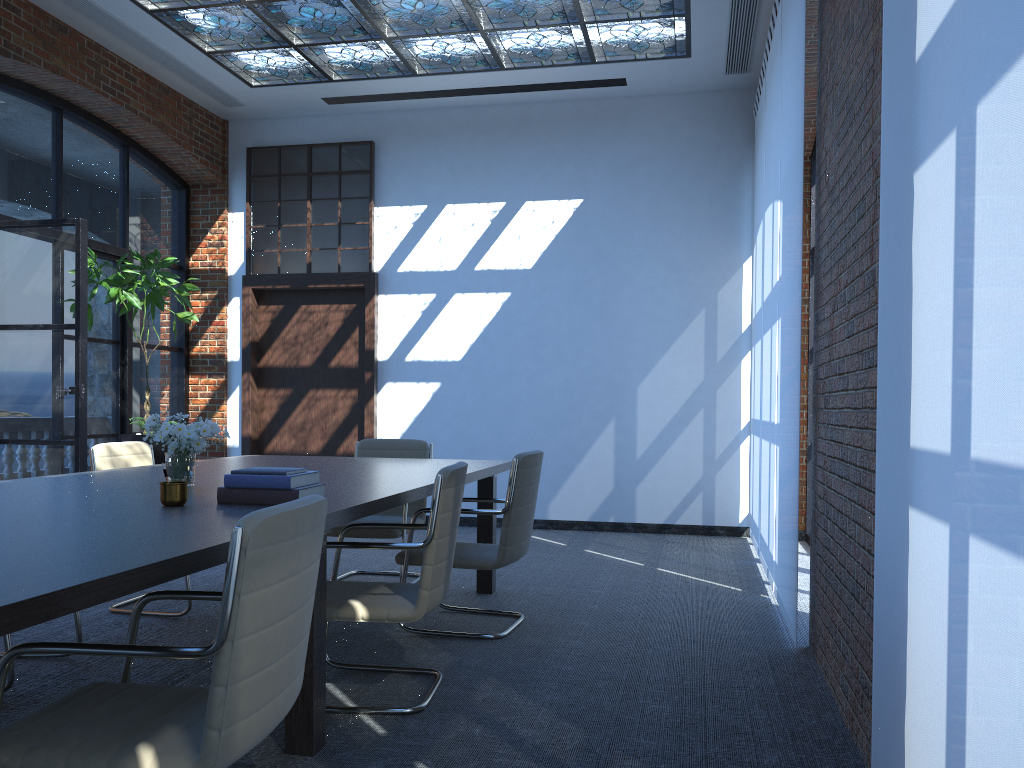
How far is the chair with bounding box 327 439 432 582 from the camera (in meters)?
5.37

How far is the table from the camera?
1.7m

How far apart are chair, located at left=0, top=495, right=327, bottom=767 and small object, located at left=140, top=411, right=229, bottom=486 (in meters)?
1.18

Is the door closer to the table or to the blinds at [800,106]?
the table

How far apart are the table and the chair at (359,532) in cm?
29

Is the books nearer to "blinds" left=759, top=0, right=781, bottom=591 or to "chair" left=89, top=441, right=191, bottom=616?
"chair" left=89, top=441, right=191, bottom=616

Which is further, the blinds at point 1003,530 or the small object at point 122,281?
the small object at point 122,281

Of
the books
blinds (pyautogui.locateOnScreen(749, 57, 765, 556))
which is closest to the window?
blinds (pyautogui.locateOnScreen(749, 57, 765, 556))

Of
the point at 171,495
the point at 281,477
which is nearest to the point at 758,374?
the point at 281,477

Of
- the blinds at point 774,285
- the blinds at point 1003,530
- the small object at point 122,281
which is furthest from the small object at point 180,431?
the small object at point 122,281
